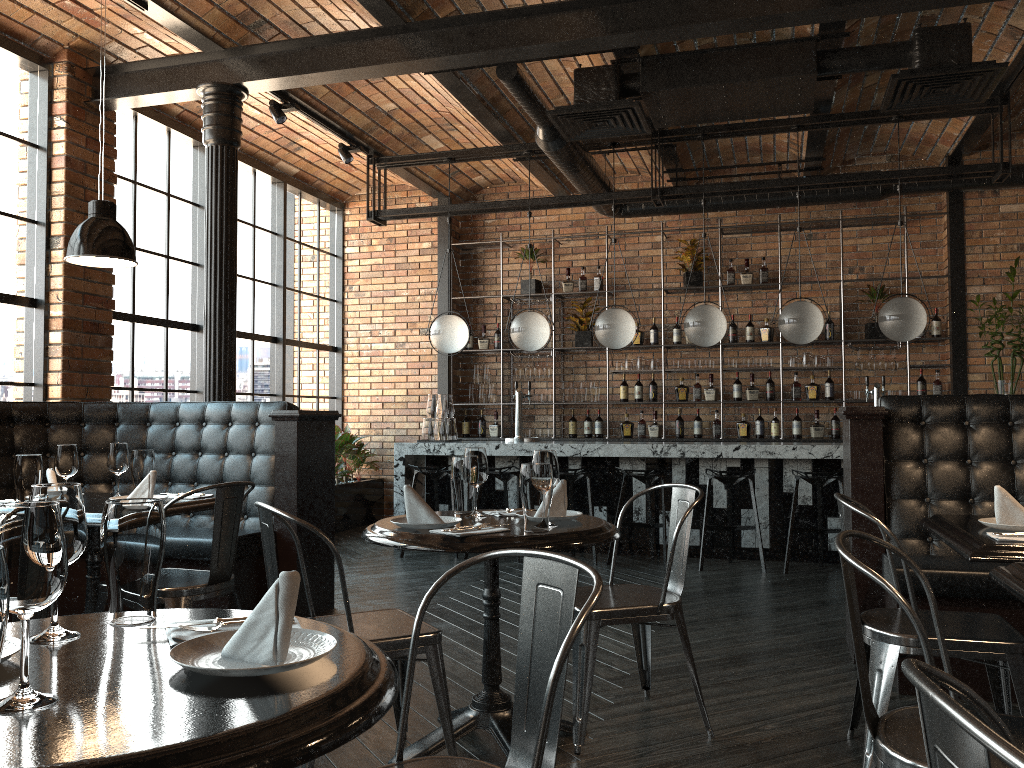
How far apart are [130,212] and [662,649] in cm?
509

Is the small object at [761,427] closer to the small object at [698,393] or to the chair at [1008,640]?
the small object at [698,393]

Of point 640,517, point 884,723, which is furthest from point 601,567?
point 884,723

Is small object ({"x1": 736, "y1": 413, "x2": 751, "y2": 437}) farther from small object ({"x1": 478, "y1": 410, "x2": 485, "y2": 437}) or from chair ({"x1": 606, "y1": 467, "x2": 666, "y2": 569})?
small object ({"x1": 478, "y1": 410, "x2": 485, "y2": 437})

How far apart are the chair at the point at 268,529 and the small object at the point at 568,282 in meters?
6.6 m

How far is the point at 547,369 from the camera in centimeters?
923cm

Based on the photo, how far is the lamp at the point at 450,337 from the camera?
7.6 meters

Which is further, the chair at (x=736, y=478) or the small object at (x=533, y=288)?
the small object at (x=533, y=288)

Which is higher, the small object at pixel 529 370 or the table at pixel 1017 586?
the small object at pixel 529 370

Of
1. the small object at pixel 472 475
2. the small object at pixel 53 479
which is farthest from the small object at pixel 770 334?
the small object at pixel 53 479
